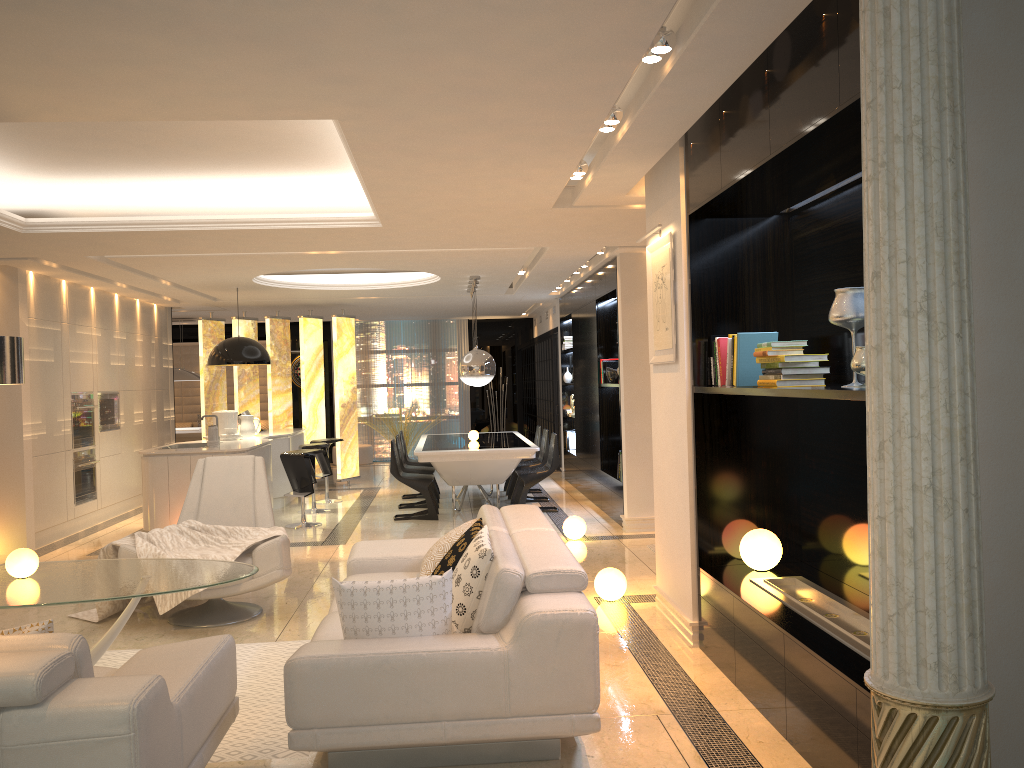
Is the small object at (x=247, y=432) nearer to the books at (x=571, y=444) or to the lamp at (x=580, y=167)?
the books at (x=571, y=444)

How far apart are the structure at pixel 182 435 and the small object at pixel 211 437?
5.3 meters

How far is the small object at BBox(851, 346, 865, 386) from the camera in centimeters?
327cm

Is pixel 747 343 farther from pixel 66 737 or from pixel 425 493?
pixel 425 493

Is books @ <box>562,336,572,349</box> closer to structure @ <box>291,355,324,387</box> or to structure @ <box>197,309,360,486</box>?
structure @ <box>197,309,360,486</box>

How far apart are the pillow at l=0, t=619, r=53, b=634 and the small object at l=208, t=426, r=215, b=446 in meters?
6.2

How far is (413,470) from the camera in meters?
10.2 m

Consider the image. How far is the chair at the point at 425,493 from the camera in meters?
9.4

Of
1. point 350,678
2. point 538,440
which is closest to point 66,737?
point 350,678

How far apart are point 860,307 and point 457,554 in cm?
210
